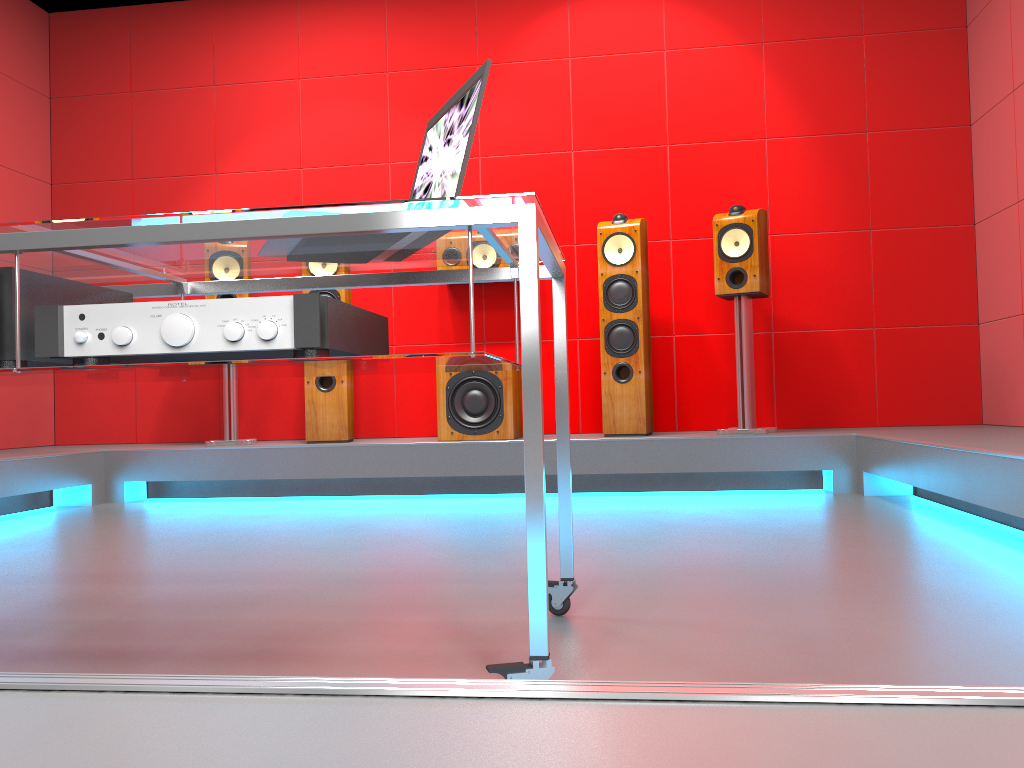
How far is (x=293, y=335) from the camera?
1.27m

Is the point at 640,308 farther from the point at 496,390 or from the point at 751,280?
the point at 496,390

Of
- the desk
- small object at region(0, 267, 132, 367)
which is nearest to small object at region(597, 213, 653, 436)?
the desk

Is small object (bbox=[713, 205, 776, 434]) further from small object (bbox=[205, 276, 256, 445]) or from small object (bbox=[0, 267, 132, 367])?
small object (bbox=[0, 267, 132, 367])

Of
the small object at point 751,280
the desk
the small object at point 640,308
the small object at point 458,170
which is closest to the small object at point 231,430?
the small object at point 640,308

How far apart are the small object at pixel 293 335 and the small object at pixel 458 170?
0.2m

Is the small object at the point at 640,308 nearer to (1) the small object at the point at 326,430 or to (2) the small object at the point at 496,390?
(2) the small object at the point at 496,390

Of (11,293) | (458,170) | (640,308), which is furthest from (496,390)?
(11,293)

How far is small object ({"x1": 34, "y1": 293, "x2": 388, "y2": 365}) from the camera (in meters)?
1.27

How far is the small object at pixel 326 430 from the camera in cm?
428
